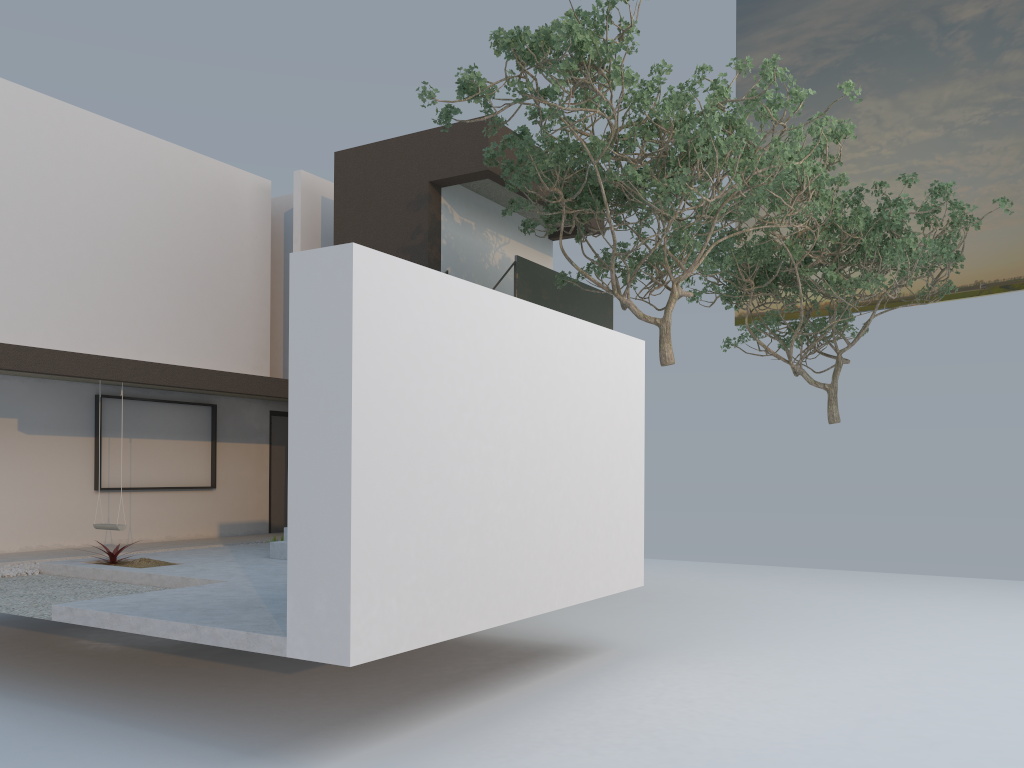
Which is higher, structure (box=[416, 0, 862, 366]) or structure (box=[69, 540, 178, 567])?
structure (box=[416, 0, 862, 366])

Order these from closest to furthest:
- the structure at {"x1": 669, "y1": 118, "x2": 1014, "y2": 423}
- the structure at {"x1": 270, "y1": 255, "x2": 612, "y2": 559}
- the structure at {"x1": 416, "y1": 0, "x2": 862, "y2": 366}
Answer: the structure at {"x1": 416, "y1": 0, "x2": 862, "y2": 366} < the structure at {"x1": 270, "y1": 255, "x2": 612, "y2": 559} < the structure at {"x1": 669, "y1": 118, "x2": 1014, "y2": 423}

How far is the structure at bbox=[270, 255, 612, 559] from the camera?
12.4m

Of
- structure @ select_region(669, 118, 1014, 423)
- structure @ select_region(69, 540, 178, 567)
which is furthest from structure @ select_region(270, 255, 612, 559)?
structure @ select_region(669, 118, 1014, 423)

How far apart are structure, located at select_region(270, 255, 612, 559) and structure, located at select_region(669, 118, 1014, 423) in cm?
187

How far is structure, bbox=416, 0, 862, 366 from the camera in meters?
8.6 m

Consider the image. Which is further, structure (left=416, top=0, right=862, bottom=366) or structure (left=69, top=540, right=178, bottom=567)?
structure (left=69, top=540, right=178, bottom=567)

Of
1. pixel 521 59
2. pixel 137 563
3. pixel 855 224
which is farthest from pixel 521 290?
pixel 137 563

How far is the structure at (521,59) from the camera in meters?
8.6

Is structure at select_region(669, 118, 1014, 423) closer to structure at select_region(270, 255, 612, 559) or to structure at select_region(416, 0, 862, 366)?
structure at select_region(416, 0, 862, 366)
